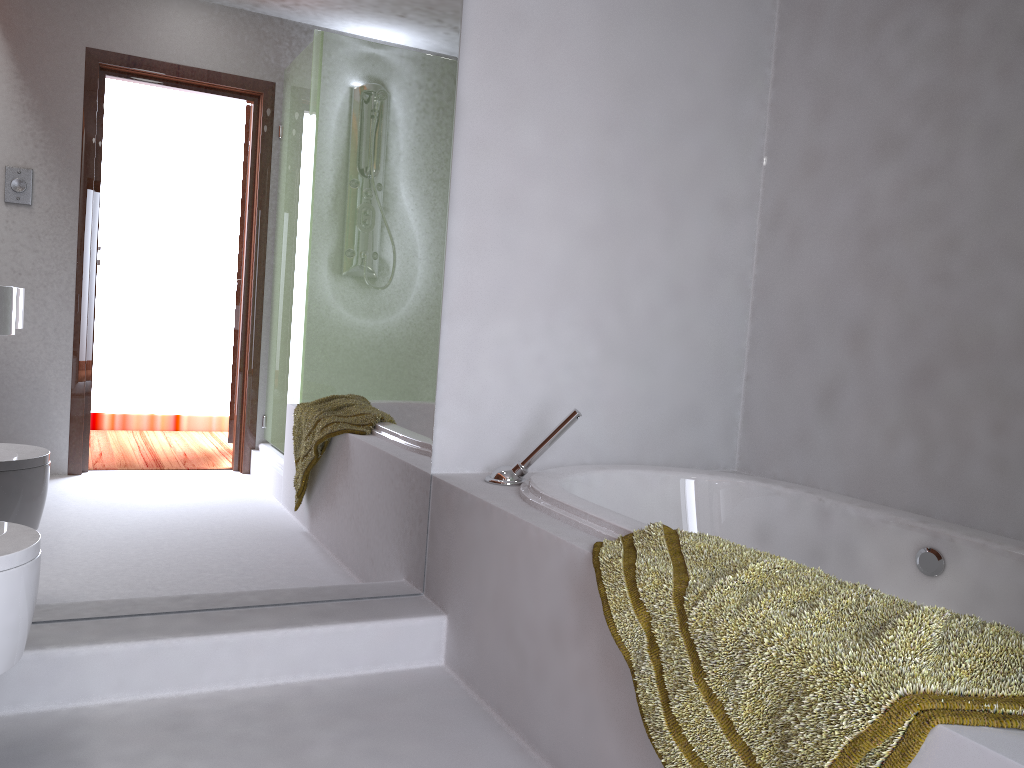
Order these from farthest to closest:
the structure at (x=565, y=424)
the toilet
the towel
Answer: the structure at (x=565, y=424) → the toilet → the towel

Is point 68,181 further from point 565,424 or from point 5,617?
point 565,424

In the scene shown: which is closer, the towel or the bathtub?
the towel

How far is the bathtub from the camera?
1.8m

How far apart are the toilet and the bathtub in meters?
1.0 m

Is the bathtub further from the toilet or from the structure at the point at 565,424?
the toilet

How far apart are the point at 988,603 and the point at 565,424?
1.0m

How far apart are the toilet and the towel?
0.9 meters

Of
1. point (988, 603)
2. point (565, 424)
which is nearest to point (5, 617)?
point (565, 424)

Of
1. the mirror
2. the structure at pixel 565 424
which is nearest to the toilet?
the mirror
